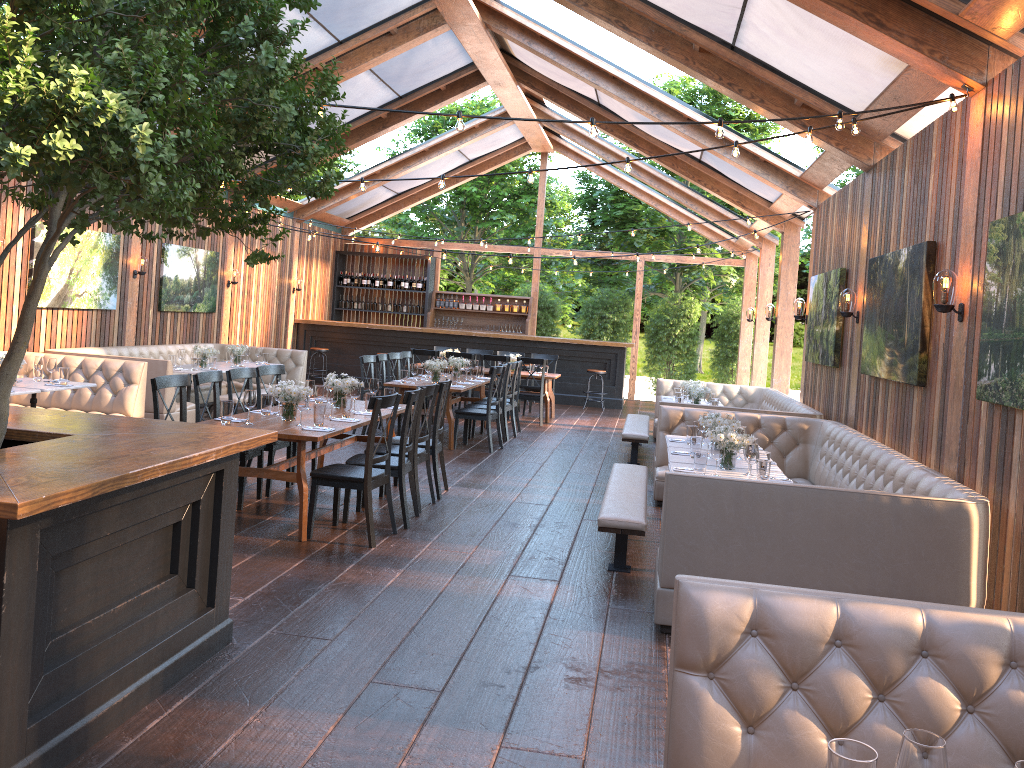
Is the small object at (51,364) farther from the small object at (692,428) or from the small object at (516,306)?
the small object at (516,306)

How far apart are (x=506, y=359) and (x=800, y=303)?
4.6 meters

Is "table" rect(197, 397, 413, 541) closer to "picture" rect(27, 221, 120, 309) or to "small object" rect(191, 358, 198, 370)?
"small object" rect(191, 358, 198, 370)

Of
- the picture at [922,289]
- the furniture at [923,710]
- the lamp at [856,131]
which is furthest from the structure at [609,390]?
the furniture at [923,710]

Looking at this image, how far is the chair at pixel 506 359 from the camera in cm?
1357

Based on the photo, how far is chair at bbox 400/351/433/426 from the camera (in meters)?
12.72

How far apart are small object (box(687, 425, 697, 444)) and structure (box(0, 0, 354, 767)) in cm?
407

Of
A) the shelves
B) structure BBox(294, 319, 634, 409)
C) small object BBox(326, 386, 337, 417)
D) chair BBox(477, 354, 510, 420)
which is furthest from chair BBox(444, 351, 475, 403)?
small object BBox(326, 386, 337, 417)

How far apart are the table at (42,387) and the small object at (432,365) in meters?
4.1 m

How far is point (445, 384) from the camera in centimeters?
772cm
